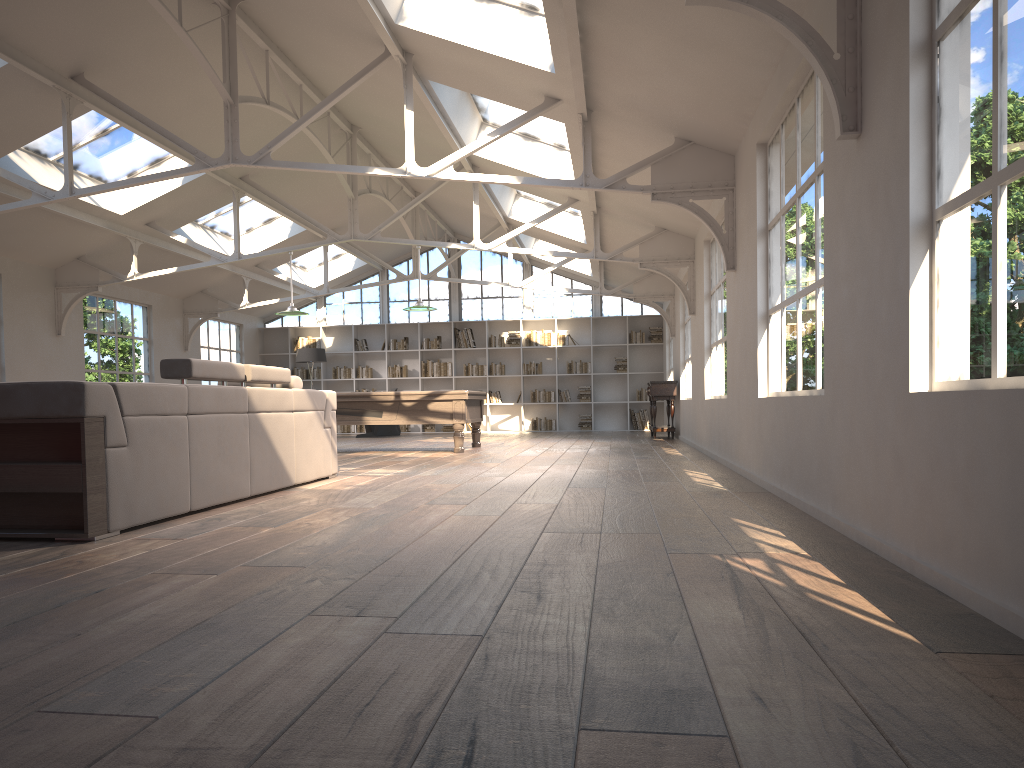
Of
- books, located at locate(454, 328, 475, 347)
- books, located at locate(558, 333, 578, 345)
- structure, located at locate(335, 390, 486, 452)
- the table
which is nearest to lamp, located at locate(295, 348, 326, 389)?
books, located at locate(454, 328, 475, 347)

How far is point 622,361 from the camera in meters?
18.1

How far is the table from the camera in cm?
1379

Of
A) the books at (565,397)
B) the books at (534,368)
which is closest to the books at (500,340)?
the books at (534,368)

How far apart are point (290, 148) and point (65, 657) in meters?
10.4

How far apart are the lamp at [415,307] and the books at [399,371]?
7.2m

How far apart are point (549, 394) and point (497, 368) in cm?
122

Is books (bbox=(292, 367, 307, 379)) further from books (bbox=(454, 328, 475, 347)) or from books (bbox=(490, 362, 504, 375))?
books (bbox=(490, 362, 504, 375))

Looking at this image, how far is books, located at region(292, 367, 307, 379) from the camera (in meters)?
18.95

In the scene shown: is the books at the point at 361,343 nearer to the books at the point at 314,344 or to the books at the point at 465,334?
the books at the point at 314,344
